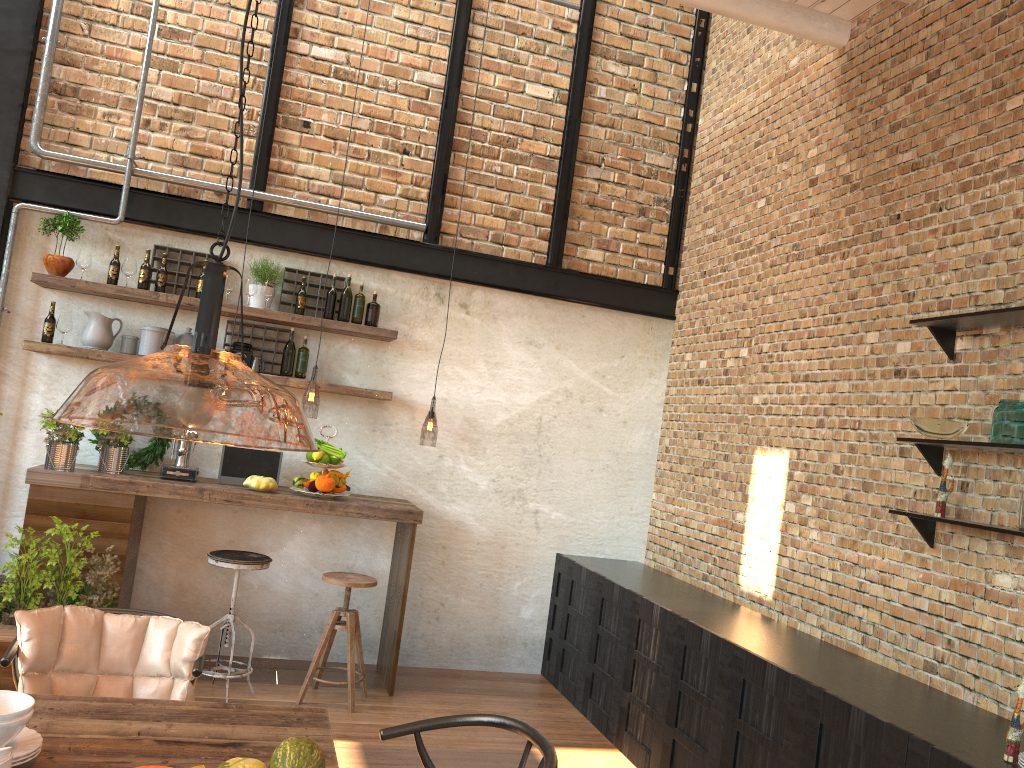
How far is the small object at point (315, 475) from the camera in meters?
5.3

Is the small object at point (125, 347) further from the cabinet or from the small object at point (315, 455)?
the cabinet

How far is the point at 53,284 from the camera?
5.1m

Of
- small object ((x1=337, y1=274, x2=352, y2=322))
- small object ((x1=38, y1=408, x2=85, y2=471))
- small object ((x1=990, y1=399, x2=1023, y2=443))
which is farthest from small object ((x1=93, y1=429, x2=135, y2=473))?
small object ((x1=990, y1=399, x2=1023, y2=443))

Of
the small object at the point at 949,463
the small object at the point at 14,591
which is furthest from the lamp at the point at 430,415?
the small object at the point at 949,463

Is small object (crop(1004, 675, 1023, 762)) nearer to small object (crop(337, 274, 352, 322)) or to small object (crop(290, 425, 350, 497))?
small object (crop(290, 425, 350, 497))

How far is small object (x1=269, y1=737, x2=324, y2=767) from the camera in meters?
2.1 m

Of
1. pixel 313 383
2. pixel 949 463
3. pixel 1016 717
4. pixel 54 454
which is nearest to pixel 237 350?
pixel 54 454

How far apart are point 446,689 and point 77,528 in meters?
2.4

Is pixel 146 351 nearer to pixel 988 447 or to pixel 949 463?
pixel 949 463
